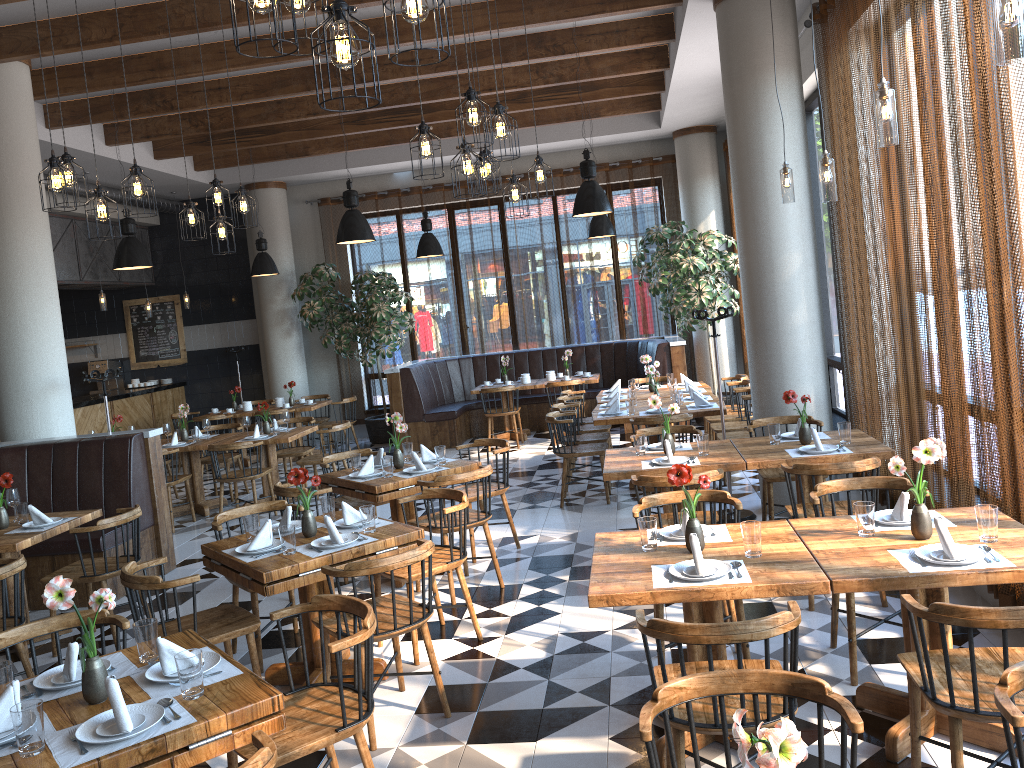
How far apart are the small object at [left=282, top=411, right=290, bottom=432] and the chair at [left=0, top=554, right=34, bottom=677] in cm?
462

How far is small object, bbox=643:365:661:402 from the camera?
8.16m

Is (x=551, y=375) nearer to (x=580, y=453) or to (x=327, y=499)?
(x=580, y=453)

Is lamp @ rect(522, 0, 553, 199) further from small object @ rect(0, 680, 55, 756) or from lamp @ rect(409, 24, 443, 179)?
small object @ rect(0, 680, 55, 756)

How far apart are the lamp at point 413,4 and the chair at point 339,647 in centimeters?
195cm

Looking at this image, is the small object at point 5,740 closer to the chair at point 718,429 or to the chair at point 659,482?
the chair at point 659,482

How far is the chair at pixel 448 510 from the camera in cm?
479

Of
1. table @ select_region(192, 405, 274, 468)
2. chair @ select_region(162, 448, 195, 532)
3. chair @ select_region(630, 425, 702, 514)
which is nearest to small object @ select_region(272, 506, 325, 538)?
chair @ select_region(630, 425, 702, 514)

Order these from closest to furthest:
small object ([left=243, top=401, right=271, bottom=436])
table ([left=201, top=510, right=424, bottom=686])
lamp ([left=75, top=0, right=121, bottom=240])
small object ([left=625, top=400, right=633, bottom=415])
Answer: table ([left=201, top=510, right=424, bottom=686]), lamp ([left=75, top=0, right=121, bottom=240]), small object ([left=625, top=400, right=633, bottom=415]), small object ([left=243, top=401, right=271, bottom=436])

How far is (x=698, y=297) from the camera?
11.0 meters
